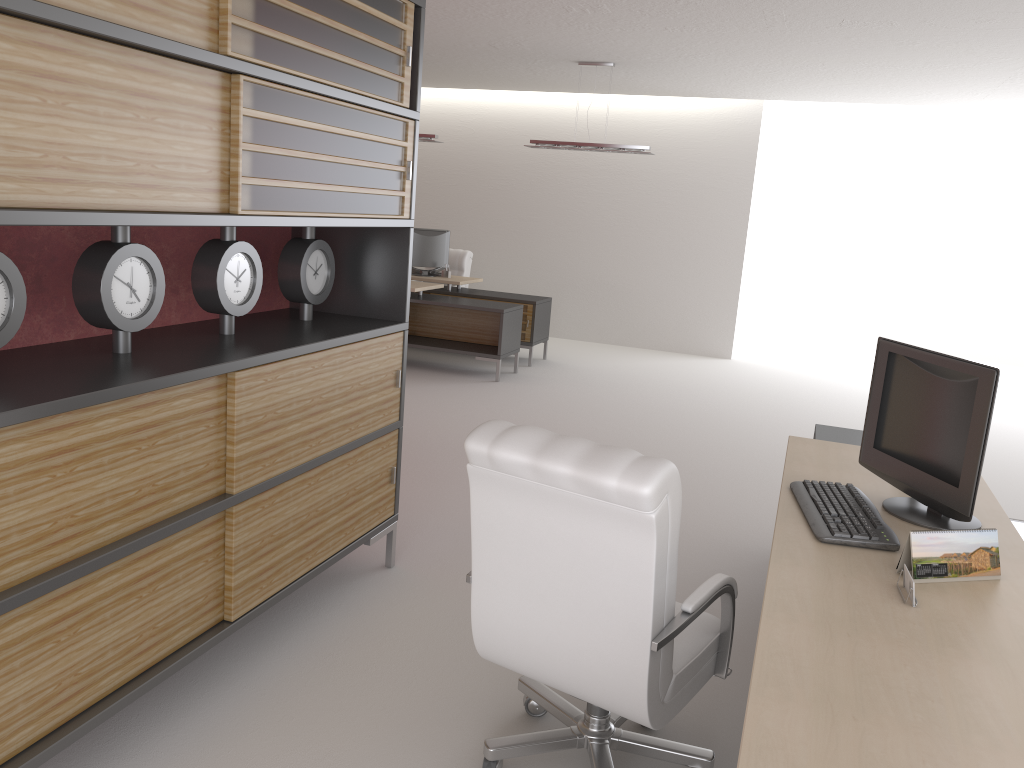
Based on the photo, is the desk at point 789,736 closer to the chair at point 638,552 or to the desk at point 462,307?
the chair at point 638,552

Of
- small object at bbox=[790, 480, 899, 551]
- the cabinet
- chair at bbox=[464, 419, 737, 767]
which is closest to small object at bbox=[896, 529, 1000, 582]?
small object at bbox=[790, 480, 899, 551]

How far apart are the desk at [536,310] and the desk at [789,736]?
7.71m

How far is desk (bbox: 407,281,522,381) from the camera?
12.7m

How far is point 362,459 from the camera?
5.4m

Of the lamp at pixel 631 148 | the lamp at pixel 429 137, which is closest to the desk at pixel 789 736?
the lamp at pixel 631 148

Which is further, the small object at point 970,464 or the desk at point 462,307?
the desk at point 462,307

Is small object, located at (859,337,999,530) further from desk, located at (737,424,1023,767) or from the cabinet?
the cabinet

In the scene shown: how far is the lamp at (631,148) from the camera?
12.6 meters

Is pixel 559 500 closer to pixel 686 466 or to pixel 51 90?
pixel 51 90
